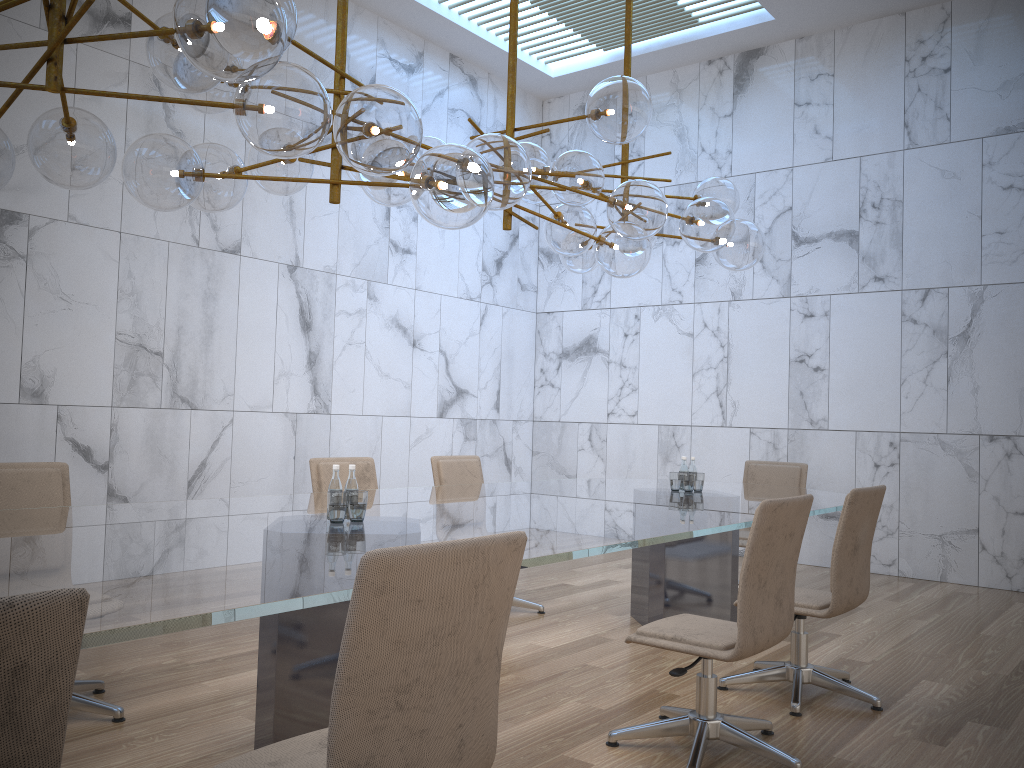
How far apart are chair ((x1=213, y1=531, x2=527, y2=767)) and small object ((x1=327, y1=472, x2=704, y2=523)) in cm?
119

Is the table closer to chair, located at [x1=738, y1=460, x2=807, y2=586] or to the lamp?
chair, located at [x1=738, y1=460, x2=807, y2=586]

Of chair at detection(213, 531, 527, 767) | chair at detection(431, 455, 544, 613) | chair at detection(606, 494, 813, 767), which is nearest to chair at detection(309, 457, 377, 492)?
chair at detection(431, 455, 544, 613)

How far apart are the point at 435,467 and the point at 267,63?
3.8m

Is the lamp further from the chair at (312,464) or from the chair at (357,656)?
the chair at (312,464)

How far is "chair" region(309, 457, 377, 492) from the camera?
5.01m

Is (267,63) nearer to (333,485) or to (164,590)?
(164,590)

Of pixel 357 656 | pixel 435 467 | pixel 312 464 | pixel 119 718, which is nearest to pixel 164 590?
pixel 357 656

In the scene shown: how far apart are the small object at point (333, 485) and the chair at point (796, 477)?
1.1 meters

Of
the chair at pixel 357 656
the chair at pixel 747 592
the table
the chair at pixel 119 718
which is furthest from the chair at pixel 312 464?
the chair at pixel 357 656
